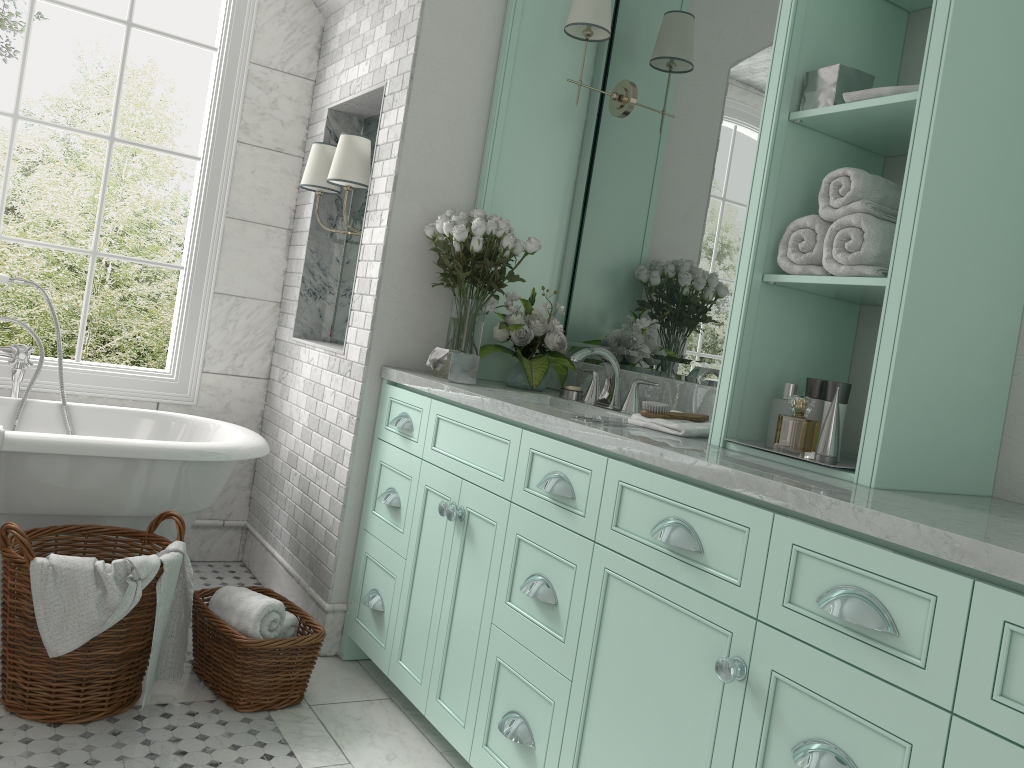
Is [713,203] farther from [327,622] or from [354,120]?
[327,622]

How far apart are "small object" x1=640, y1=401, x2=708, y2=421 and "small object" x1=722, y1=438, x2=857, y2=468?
0.33m

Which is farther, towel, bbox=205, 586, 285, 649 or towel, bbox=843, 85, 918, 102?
towel, bbox=205, 586, 285, 649

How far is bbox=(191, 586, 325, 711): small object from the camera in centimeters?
287cm

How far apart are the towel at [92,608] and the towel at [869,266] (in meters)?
2.08

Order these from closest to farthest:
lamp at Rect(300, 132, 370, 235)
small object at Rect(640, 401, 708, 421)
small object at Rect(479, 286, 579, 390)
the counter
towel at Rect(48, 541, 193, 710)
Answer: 1. the counter
2. small object at Rect(640, 401, 708, 421)
3. towel at Rect(48, 541, 193, 710)
4. small object at Rect(479, 286, 579, 390)
5. lamp at Rect(300, 132, 370, 235)

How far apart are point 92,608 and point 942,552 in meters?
2.2

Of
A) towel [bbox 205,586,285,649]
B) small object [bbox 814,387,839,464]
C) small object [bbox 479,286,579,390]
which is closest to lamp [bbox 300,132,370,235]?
small object [bbox 479,286,579,390]

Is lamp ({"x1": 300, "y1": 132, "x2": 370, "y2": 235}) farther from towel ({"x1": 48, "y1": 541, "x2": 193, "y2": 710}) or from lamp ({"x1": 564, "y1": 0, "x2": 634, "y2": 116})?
towel ({"x1": 48, "y1": 541, "x2": 193, "y2": 710})

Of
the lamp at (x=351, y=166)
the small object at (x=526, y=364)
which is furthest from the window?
the small object at (x=526, y=364)
